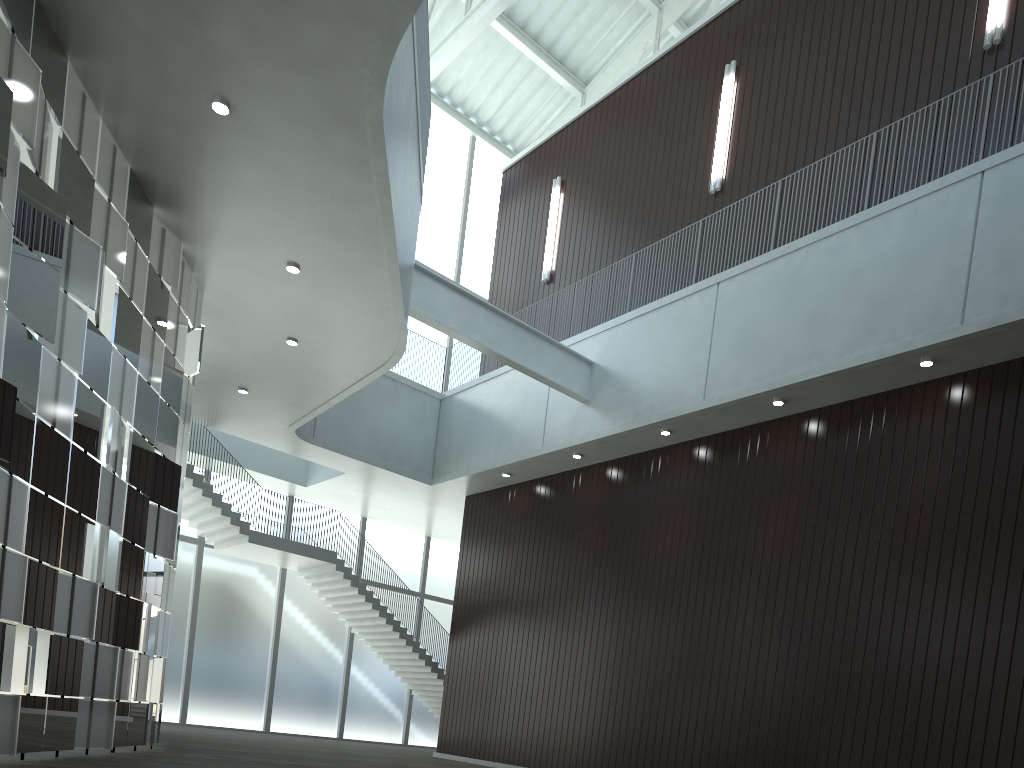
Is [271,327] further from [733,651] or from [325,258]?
[733,651]
